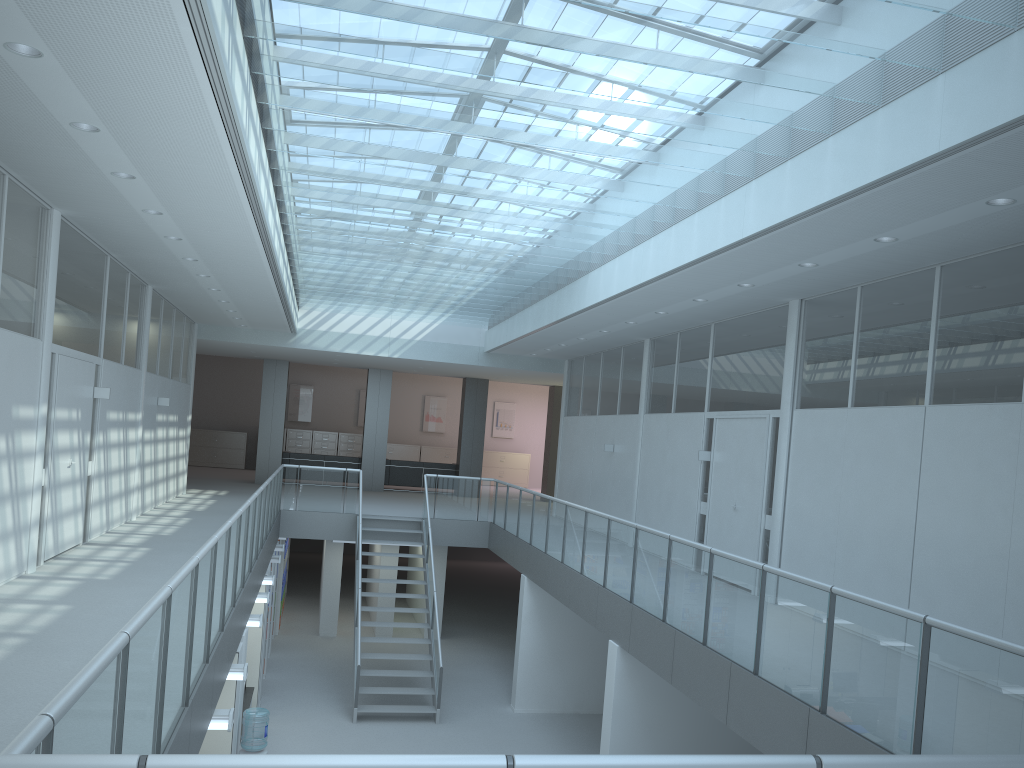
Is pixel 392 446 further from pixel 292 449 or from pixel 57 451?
pixel 57 451

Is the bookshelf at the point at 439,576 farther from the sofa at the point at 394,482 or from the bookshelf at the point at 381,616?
the sofa at the point at 394,482

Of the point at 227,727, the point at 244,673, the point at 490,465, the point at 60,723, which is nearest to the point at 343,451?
the point at 490,465

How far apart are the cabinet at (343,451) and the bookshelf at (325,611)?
9.8m

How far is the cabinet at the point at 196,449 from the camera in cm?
2447

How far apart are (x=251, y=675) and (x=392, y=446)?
14.81m

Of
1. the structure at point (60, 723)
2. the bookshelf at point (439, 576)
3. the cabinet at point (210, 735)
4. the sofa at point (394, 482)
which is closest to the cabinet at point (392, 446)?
the sofa at point (394, 482)

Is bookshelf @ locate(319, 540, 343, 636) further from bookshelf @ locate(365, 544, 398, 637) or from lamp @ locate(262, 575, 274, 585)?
lamp @ locate(262, 575, 274, 585)

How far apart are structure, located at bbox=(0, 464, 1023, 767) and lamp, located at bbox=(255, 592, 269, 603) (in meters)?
0.64

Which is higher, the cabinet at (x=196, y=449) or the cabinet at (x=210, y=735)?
the cabinet at (x=196, y=449)
